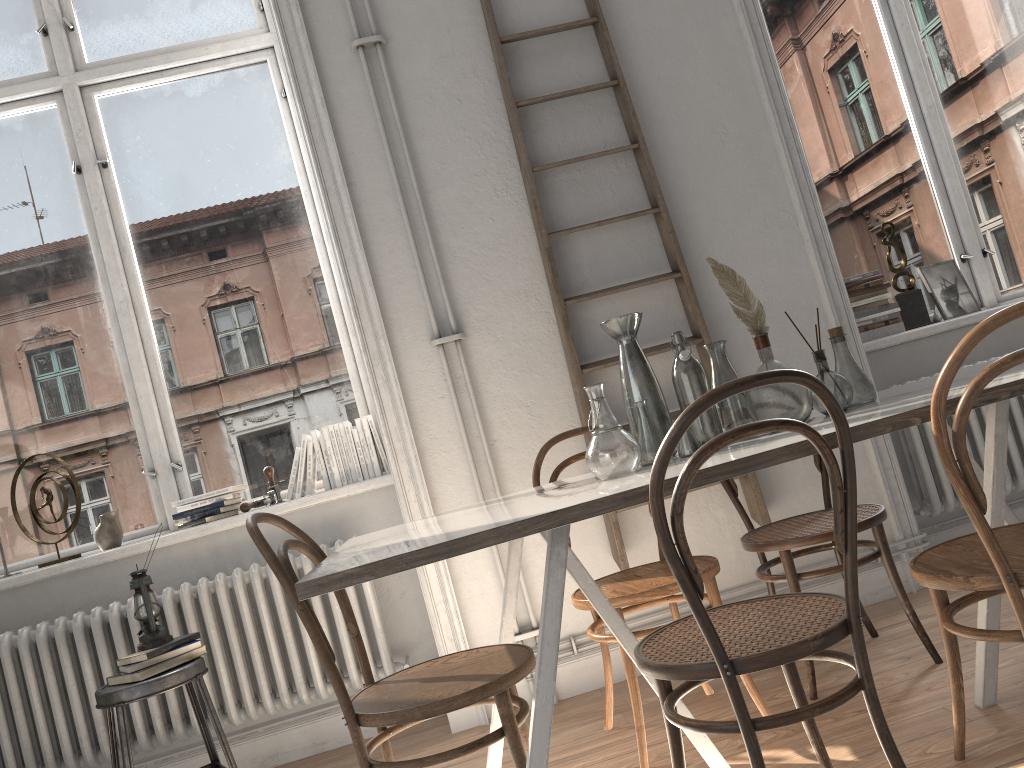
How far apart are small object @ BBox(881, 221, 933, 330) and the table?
1.2 meters

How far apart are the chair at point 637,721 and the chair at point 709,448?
0.4m

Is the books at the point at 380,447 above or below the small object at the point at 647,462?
above

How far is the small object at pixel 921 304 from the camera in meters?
3.8 m

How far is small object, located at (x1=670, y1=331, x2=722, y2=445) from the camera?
2.17m

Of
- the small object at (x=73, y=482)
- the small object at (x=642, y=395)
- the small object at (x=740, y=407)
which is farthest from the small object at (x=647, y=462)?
the small object at (x=73, y=482)

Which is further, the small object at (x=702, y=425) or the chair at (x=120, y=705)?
the chair at (x=120, y=705)

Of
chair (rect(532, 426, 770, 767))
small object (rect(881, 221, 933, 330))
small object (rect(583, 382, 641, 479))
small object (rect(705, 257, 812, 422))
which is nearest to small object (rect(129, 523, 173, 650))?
chair (rect(532, 426, 770, 767))

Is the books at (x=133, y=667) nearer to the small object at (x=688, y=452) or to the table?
the table

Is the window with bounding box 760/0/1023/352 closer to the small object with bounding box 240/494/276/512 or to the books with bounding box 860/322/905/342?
the books with bounding box 860/322/905/342
